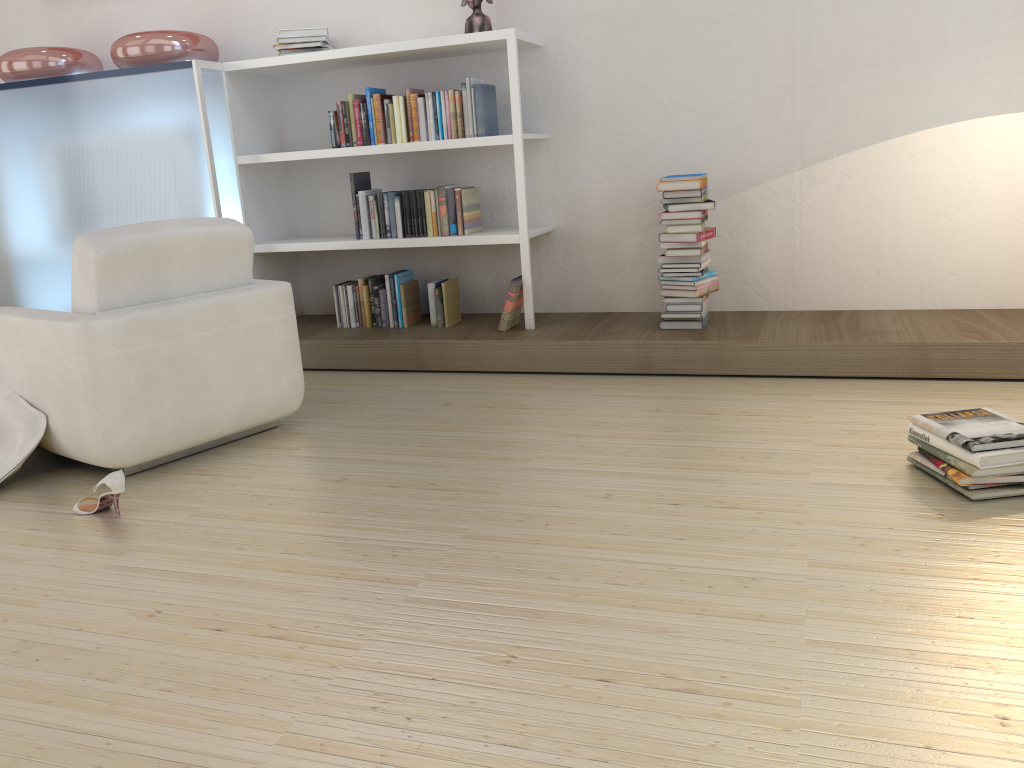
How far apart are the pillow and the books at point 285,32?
2.3 meters

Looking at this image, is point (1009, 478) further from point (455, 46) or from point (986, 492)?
point (455, 46)

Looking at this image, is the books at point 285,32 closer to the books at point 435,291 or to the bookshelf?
the bookshelf

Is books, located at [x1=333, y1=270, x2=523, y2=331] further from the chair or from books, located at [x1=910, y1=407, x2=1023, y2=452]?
books, located at [x1=910, y1=407, x2=1023, y2=452]

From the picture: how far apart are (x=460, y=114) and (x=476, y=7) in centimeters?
51cm

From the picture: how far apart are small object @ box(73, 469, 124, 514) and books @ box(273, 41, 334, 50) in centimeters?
265cm

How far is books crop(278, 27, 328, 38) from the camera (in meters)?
4.45

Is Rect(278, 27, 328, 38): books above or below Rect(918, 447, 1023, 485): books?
above

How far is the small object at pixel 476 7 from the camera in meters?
4.2

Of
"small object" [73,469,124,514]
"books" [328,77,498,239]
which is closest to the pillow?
"small object" [73,469,124,514]
